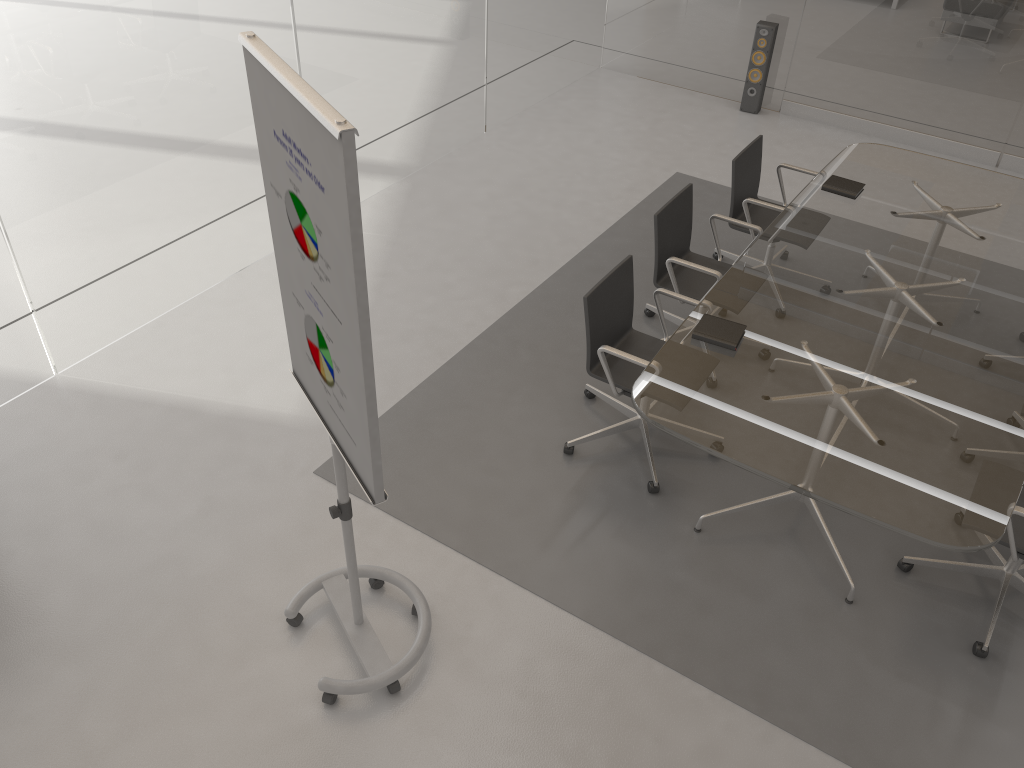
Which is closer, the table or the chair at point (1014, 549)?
the table

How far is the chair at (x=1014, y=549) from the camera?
3.10m

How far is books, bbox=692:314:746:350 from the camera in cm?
353

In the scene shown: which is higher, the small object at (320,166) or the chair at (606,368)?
the small object at (320,166)

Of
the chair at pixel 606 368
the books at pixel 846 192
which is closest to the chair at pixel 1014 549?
the chair at pixel 606 368

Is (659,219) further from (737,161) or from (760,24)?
(760,24)

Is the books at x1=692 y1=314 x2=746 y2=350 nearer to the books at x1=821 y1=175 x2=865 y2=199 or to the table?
the table

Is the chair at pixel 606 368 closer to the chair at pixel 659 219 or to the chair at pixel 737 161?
the chair at pixel 659 219

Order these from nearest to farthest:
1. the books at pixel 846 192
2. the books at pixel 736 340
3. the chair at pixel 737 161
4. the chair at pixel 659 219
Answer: the books at pixel 736 340 < the chair at pixel 659 219 < the books at pixel 846 192 < the chair at pixel 737 161

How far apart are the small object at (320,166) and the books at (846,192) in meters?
3.0 m
